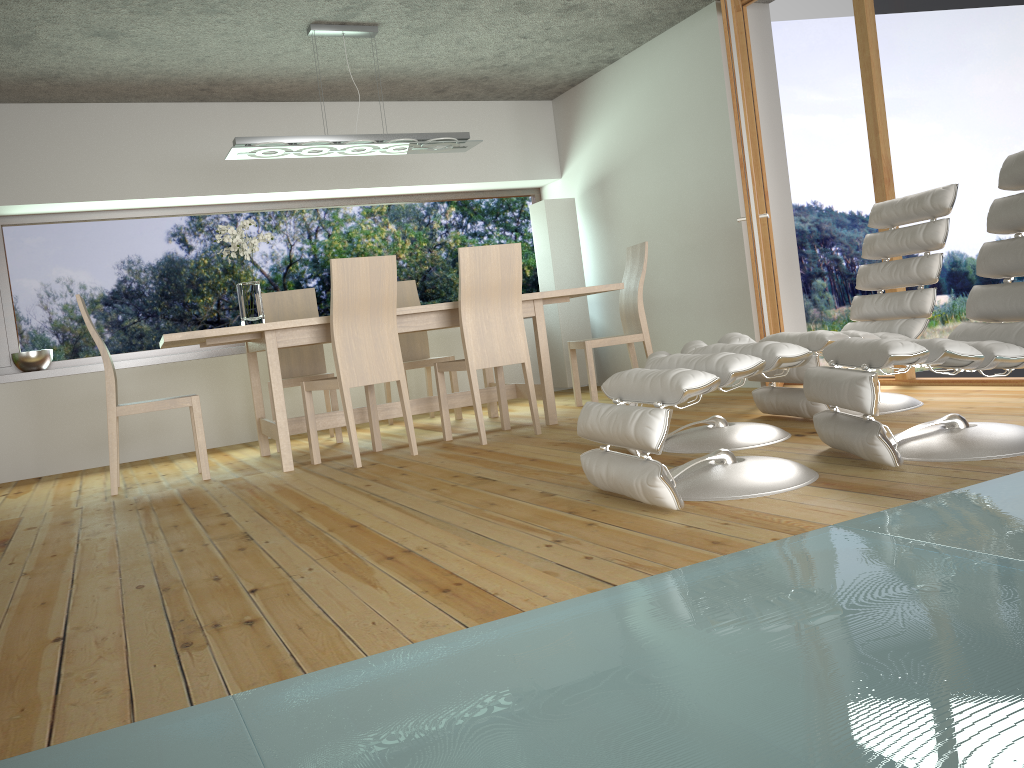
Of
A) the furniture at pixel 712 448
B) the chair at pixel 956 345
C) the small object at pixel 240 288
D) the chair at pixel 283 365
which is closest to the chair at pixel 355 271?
the small object at pixel 240 288

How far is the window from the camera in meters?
6.2

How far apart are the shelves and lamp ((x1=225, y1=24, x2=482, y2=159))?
1.8m

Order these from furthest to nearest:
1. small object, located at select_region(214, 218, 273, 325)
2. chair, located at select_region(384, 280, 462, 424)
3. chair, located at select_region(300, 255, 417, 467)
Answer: chair, located at select_region(384, 280, 462, 424) < small object, located at select_region(214, 218, 273, 325) < chair, located at select_region(300, 255, 417, 467)

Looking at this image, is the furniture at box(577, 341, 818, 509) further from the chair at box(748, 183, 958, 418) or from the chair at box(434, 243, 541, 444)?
the chair at box(434, 243, 541, 444)

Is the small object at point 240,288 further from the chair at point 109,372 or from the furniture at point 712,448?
the furniture at point 712,448

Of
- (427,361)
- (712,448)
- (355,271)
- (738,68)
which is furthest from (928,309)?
(427,361)

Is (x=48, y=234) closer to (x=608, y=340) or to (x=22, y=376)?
(x=22, y=376)

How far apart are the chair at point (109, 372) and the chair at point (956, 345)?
3.03m

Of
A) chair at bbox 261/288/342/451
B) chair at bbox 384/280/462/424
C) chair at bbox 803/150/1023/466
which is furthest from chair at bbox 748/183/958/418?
chair at bbox 261/288/342/451
